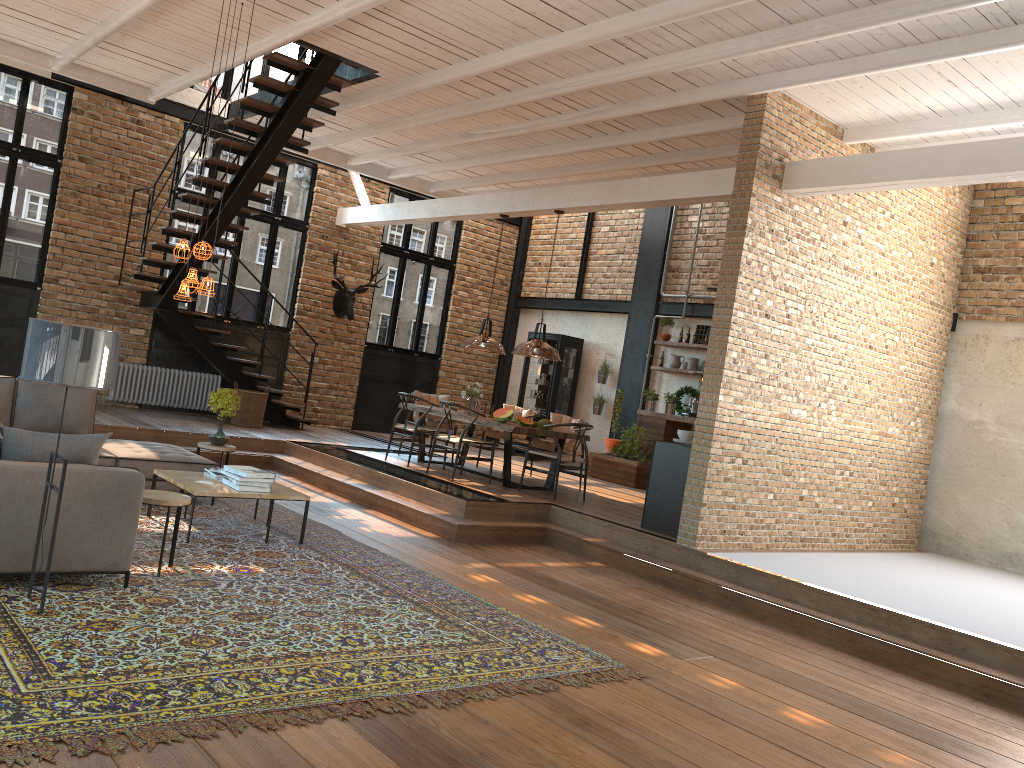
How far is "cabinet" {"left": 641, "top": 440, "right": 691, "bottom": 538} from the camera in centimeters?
817cm

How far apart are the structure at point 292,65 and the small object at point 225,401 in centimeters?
278cm

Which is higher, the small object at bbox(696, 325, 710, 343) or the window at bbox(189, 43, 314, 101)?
the window at bbox(189, 43, 314, 101)

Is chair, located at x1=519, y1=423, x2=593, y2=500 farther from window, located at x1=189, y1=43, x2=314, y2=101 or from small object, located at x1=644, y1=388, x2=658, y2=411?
window, located at x1=189, y1=43, x2=314, y2=101

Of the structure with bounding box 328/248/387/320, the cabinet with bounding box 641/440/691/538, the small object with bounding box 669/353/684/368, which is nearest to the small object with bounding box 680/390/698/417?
the small object with bounding box 669/353/684/368

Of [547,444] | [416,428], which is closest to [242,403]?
[416,428]

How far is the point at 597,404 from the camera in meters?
14.4

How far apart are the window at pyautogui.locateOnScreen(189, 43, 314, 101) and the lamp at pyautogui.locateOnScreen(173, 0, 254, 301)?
6.66m

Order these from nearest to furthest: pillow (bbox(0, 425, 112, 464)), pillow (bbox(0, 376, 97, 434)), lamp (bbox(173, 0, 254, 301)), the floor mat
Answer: the floor mat
pillow (bbox(0, 425, 112, 464))
lamp (bbox(173, 0, 254, 301))
pillow (bbox(0, 376, 97, 434))

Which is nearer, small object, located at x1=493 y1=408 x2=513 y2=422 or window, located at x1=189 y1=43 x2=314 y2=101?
small object, located at x1=493 y1=408 x2=513 y2=422
